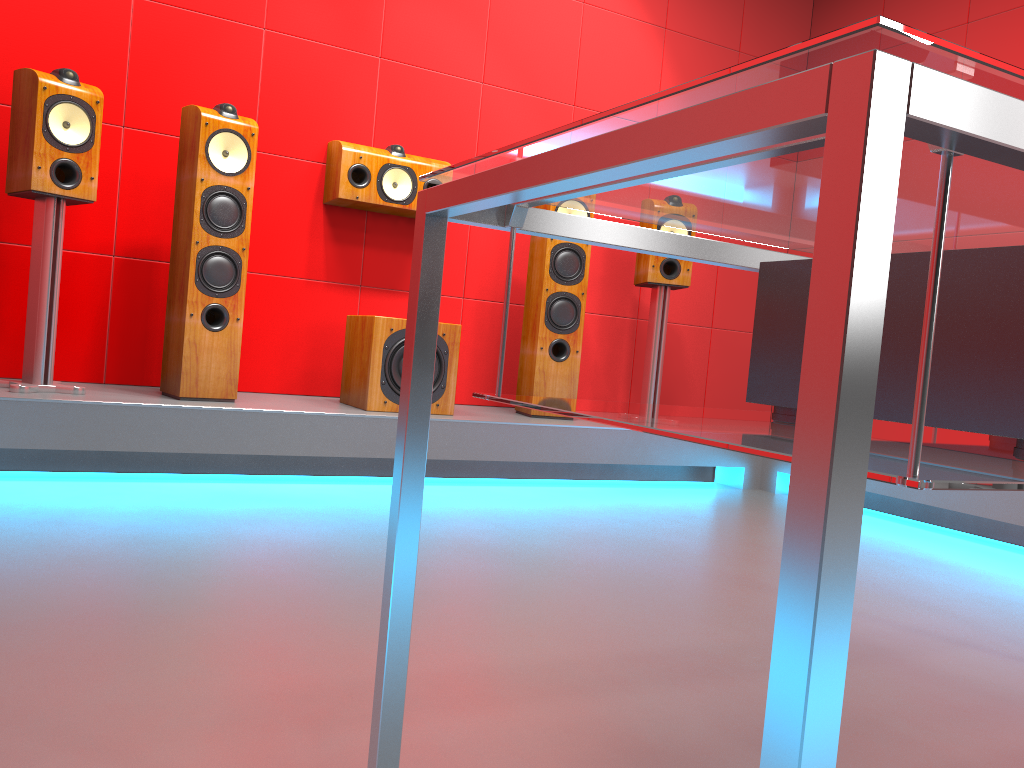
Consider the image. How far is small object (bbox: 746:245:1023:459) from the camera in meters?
0.7

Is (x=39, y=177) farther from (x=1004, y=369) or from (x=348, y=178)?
(x=1004, y=369)

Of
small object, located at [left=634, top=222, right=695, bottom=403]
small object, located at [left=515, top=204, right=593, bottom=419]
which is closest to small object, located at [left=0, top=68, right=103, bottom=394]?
small object, located at [left=515, top=204, right=593, bottom=419]

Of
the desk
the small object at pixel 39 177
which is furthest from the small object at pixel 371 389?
the desk

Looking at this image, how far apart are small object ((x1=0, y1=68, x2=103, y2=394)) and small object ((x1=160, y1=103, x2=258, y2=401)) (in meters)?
0.30

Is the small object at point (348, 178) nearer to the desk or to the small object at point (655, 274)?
the small object at point (655, 274)

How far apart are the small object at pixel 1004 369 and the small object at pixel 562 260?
2.9m

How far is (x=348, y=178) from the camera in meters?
3.6 m

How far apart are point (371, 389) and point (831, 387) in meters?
Result: 3.0

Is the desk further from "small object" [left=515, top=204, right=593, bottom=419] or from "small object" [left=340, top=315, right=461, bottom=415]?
"small object" [left=515, top=204, right=593, bottom=419]
